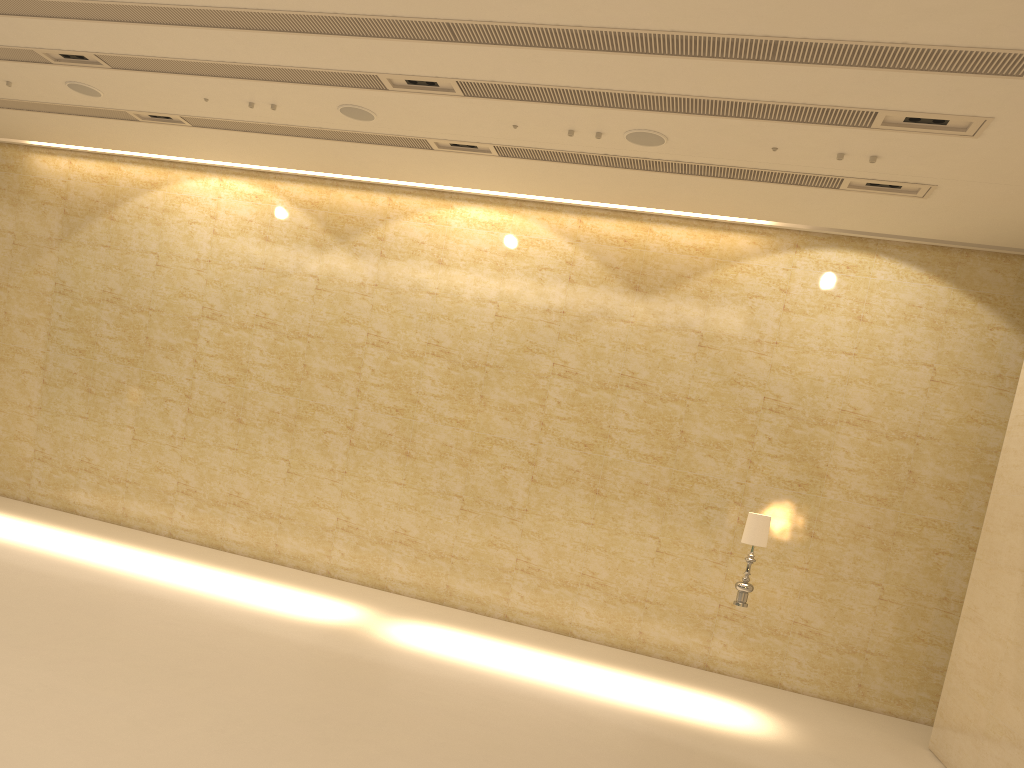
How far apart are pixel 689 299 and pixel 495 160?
3.3 meters

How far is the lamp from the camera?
9.5m

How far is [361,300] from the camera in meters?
13.3

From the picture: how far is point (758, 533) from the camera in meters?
9.5 m

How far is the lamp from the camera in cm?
950
